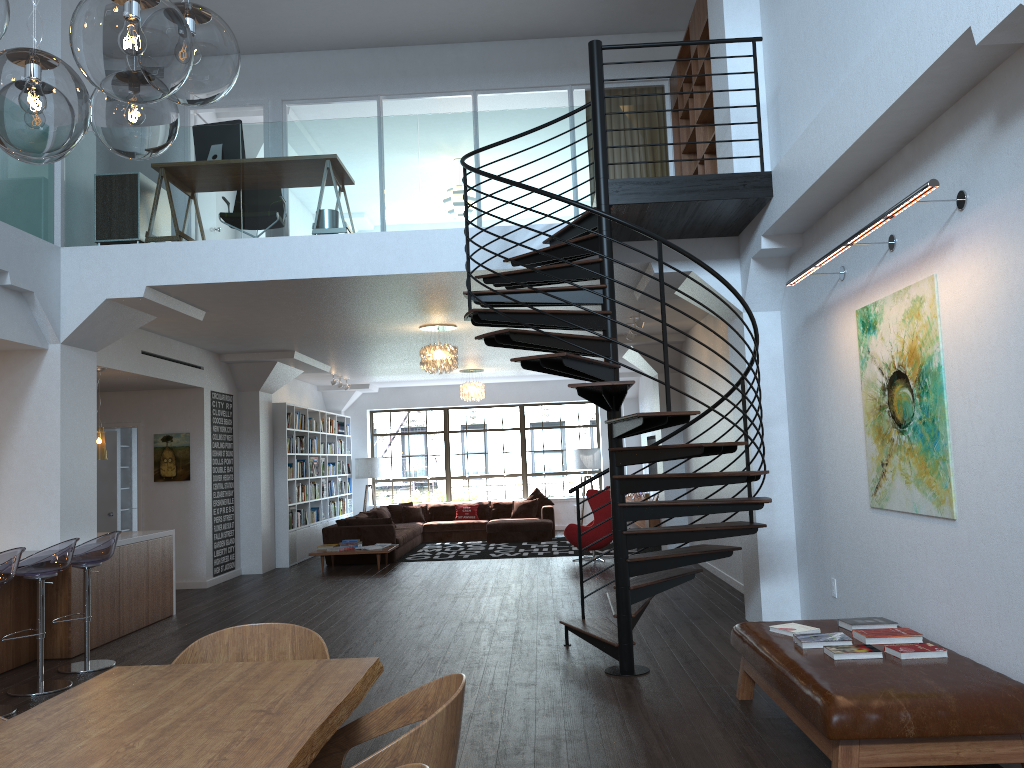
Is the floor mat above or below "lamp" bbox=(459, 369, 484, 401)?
below

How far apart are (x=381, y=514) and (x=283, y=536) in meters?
2.3 m

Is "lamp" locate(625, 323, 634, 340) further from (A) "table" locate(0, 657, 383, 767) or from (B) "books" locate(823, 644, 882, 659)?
(A) "table" locate(0, 657, 383, 767)

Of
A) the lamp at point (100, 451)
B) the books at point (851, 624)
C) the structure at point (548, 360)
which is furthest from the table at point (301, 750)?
the lamp at point (100, 451)

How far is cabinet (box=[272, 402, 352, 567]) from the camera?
13.0 meters

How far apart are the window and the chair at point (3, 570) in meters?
12.4

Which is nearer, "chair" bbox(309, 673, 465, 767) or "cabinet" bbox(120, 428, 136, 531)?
"chair" bbox(309, 673, 465, 767)

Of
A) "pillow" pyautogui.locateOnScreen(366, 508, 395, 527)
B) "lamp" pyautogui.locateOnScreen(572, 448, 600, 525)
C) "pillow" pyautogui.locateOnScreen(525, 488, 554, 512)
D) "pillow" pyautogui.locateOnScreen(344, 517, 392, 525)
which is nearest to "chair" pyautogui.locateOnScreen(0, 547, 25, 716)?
"pillow" pyautogui.locateOnScreen(344, 517, 392, 525)

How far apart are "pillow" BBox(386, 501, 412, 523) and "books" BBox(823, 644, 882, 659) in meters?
12.8 m

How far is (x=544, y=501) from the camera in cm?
1659
